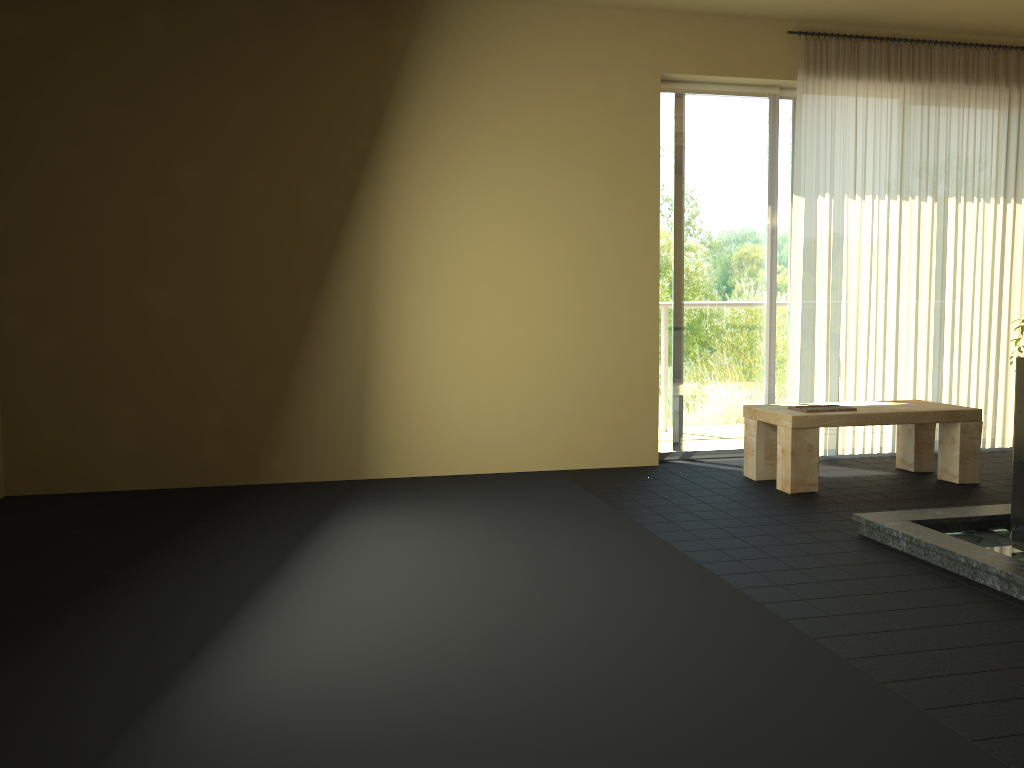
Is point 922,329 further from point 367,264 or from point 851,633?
point 851,633

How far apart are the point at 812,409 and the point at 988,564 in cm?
175

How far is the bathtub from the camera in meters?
3.3

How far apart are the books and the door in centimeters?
90cm

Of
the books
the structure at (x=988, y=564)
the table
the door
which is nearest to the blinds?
the door

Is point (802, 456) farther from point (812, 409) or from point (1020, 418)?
point (1020, 418)

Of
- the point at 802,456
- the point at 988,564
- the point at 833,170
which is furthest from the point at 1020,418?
the point at 833,170

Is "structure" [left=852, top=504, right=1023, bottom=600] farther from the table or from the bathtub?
the table

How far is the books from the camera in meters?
4.7

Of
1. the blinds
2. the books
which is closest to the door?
the blinds
